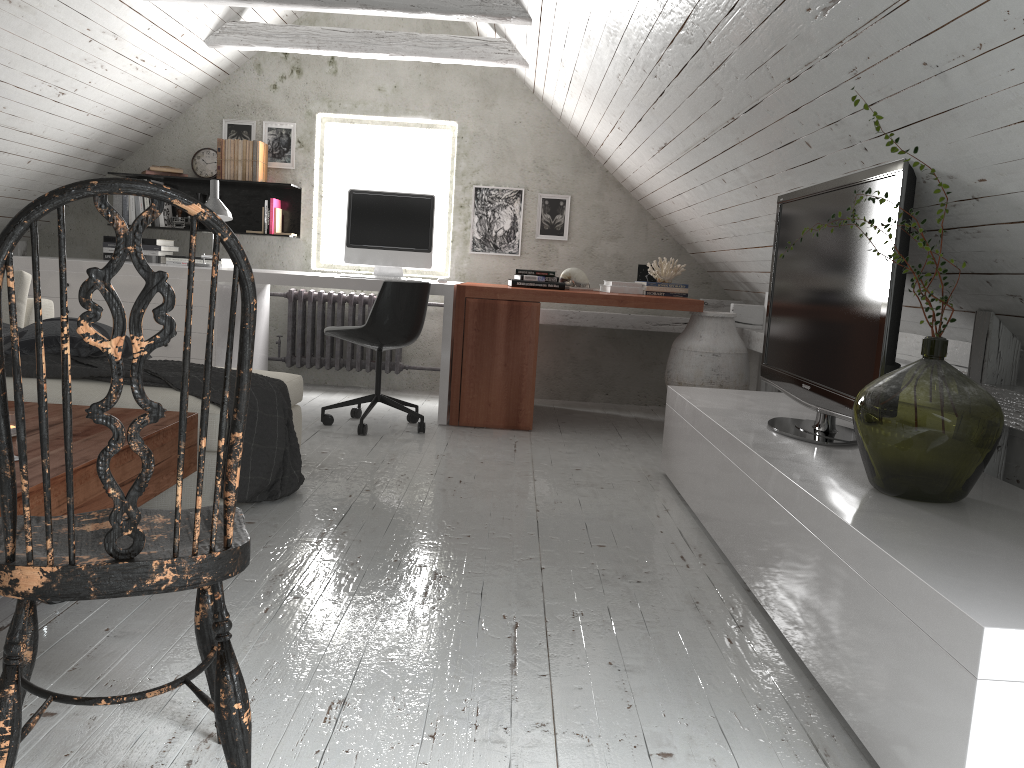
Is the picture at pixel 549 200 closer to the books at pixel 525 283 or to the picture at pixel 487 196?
the picture at pixel 487 196

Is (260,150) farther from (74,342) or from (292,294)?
(74,342)

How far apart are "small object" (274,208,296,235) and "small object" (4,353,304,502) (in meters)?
2.58

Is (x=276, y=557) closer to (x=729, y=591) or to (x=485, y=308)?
(x=729, y=591)

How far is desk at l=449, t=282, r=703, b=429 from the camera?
4.62m

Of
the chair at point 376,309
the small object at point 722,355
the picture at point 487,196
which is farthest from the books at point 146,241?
the small object at point 722,355

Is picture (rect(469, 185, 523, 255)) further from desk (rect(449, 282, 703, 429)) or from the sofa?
the sofa

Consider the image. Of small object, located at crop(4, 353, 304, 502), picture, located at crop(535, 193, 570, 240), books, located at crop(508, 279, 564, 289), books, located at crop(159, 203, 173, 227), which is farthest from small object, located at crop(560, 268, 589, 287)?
books, located at crop(159, 203, 173, 227)

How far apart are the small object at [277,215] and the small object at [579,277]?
1.9 meters

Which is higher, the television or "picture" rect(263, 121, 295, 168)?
"picture" rect(263, 121, 295, 168)
